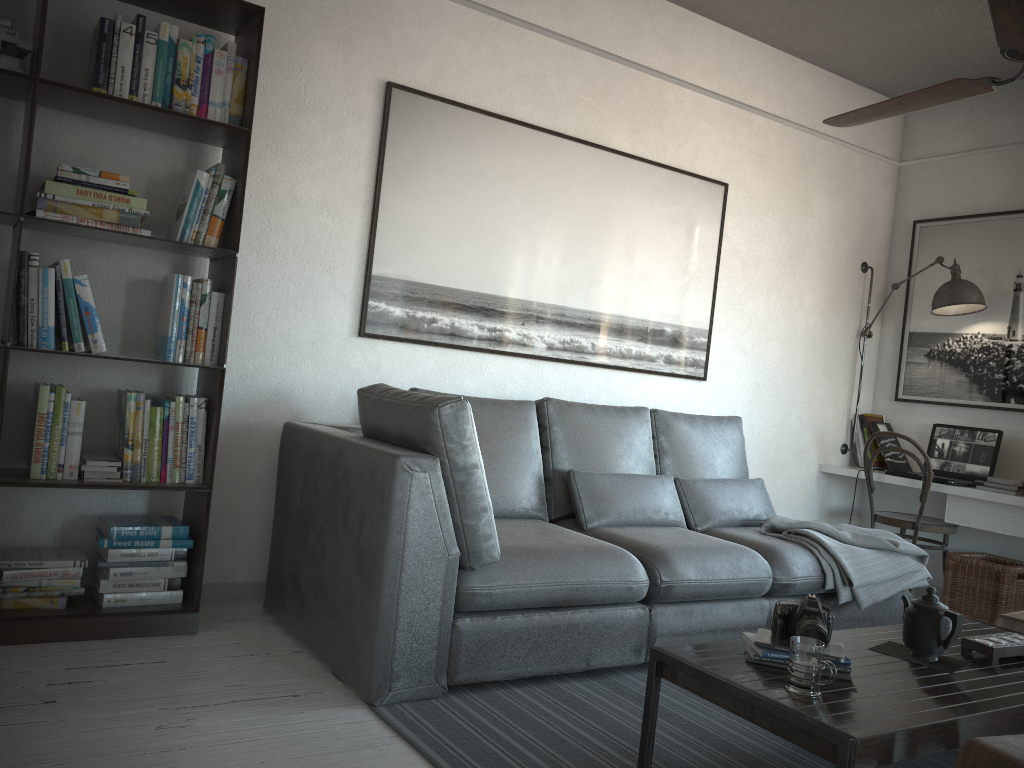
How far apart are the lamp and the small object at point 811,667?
3.3 meters

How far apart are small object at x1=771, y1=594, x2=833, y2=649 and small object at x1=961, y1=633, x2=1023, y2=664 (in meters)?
0.55

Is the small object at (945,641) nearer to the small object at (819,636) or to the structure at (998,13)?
the small object at (819,636)

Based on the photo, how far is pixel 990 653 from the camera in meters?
2.4

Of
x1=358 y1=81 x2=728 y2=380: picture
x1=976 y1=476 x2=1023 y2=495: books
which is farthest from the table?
x1=358 y1=81 x2=728 y2=380: picture

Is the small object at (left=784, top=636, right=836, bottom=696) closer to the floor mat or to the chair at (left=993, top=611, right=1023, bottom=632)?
the floor mat

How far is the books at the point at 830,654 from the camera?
2.2m

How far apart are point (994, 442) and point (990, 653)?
2.6m

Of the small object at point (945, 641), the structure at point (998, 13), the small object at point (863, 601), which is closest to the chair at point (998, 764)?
the small object at point (945, 641)

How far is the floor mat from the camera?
2.29m
